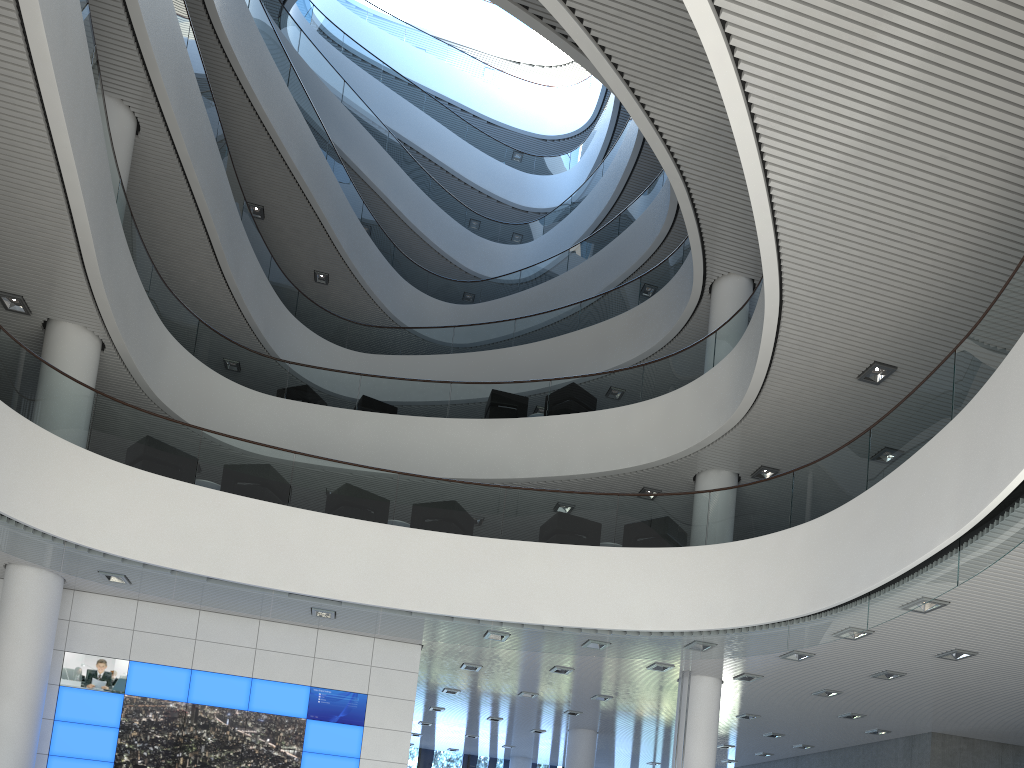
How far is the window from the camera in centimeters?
1471cm

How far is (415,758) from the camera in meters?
14.7

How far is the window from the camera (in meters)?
14.71
